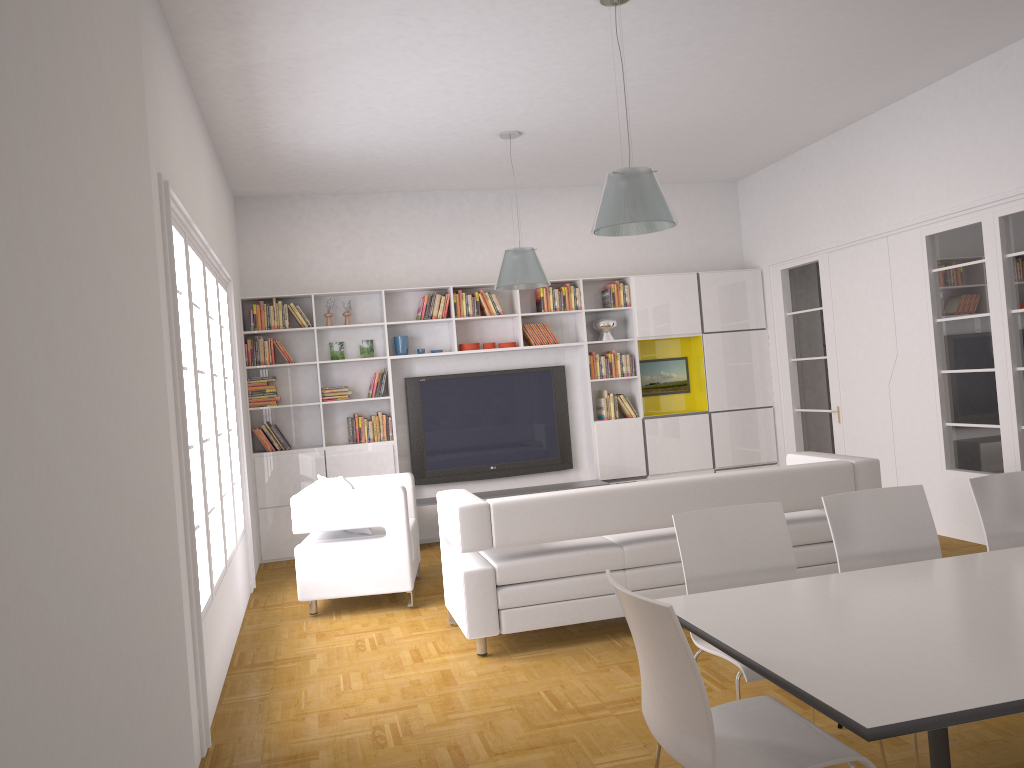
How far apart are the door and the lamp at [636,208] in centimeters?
405cm

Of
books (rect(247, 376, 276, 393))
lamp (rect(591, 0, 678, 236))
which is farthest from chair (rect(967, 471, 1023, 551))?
books (rect(247, 376, 276, 393))

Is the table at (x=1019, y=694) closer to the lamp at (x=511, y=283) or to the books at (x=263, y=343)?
the lamp at (x=511, y=283)

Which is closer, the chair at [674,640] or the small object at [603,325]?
the chair at [674,640]

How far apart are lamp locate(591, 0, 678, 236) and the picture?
4.63m

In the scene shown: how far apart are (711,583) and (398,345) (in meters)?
5.64

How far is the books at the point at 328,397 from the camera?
8.5 meters

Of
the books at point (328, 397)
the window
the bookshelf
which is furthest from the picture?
the window

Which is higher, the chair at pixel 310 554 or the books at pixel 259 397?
the books at pixel 259 397

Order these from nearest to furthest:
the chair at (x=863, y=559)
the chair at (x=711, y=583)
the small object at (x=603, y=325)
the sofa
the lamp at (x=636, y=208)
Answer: the chair at (x=711, y=583)
the chair at (x=863, y=559)
the lamp at (x=636, y=208)
the sofa
the small object at (x=603, y=325)
